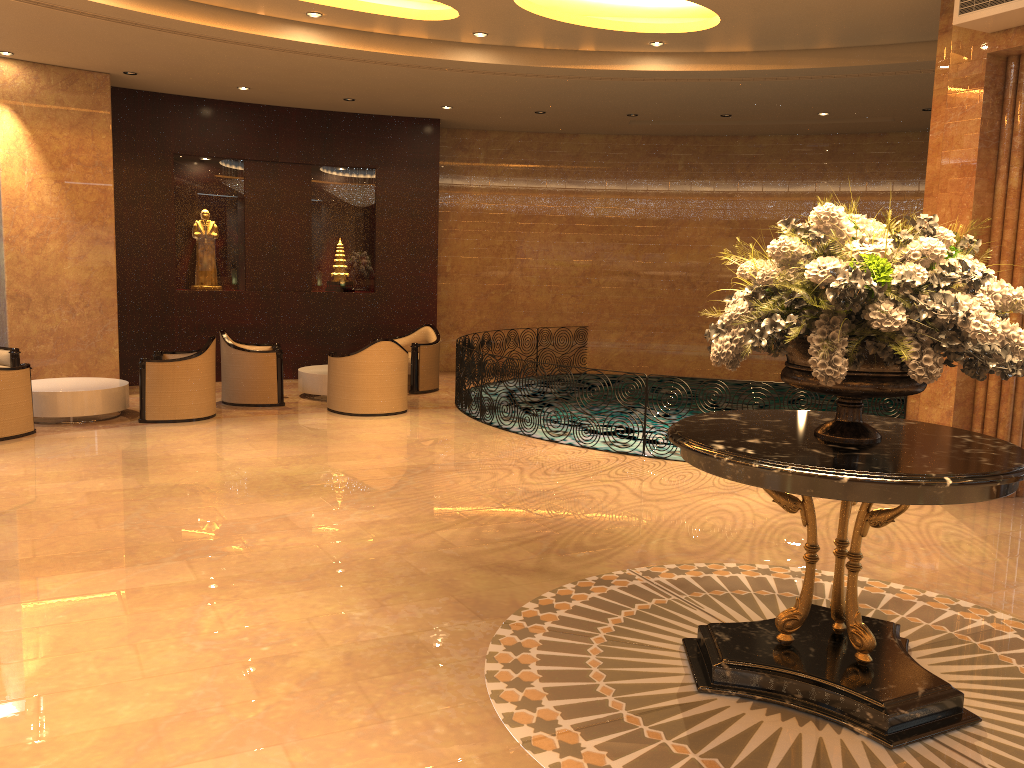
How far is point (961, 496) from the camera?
3.22m

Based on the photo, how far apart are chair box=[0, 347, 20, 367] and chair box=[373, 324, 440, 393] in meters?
4.7

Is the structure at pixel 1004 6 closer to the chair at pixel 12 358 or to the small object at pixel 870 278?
the small object at pixel 870 278

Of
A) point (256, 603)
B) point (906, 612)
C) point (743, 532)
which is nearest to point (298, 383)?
point (743, 532)

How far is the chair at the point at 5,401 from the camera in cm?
844

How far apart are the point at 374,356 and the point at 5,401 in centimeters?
374cm

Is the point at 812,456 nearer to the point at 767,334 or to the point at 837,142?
the point at 767,334

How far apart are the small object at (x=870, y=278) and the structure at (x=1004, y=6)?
3.6 meters

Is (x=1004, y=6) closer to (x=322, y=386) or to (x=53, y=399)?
(x=322, y=386)

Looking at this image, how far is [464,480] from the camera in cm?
740
